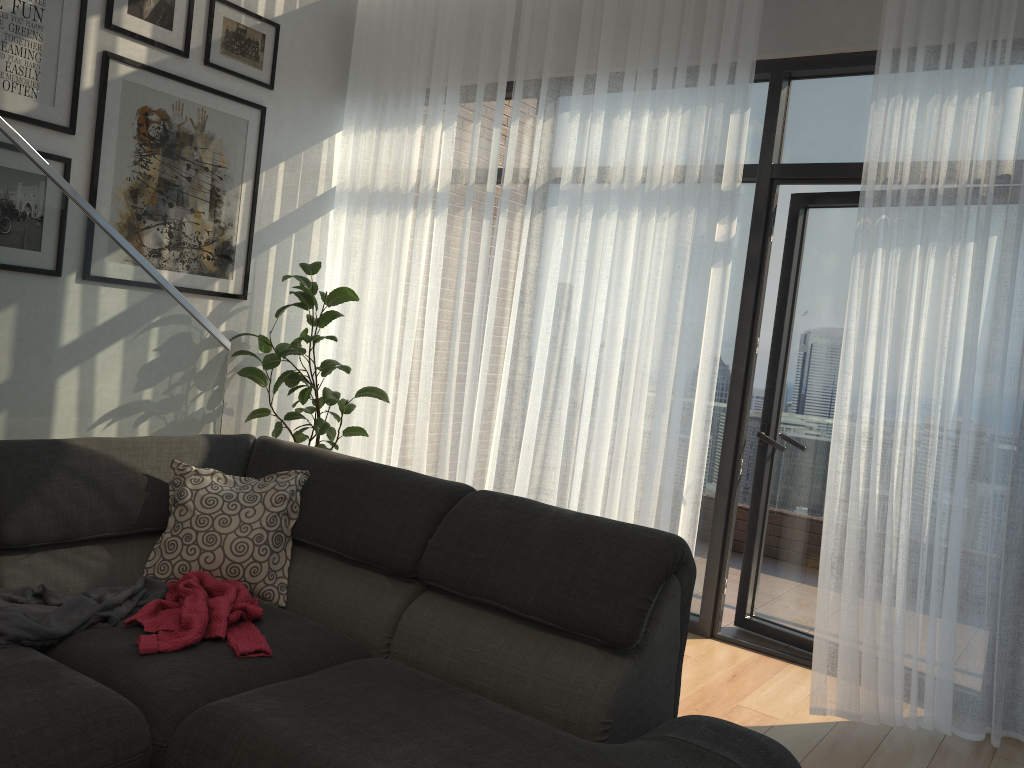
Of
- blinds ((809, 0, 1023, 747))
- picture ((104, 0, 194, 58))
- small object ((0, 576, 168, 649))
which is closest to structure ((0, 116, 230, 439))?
small object ((0, 576, 168, 649))

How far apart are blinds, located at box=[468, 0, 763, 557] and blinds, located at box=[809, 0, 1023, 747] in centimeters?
49cm

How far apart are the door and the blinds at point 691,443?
0.3 meters

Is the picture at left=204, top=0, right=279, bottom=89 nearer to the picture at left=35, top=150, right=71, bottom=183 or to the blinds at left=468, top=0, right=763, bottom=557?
the picture at left=35, top=150, right=71, bottom=183

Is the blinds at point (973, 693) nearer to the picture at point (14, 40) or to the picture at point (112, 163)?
the picture at point (112, 163)

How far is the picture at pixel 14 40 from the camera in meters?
3.5 m

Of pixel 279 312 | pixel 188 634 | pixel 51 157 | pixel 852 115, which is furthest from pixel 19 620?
pixel 852 115

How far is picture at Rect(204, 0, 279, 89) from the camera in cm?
424

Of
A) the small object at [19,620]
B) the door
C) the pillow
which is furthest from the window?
the small object at [19,620]

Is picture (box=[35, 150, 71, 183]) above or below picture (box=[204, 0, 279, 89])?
below
